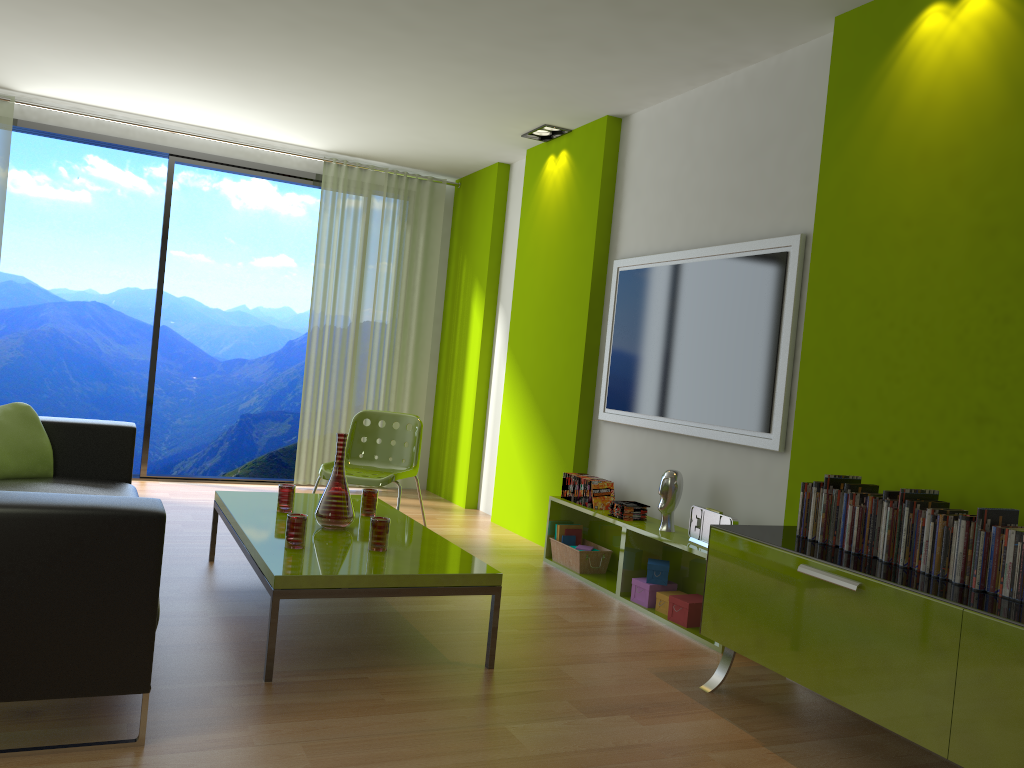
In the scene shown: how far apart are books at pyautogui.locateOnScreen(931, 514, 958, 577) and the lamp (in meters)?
3.77

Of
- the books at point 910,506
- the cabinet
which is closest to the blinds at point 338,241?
the cabinet

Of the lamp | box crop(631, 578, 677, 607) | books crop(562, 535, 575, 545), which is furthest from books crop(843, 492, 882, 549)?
the lamp

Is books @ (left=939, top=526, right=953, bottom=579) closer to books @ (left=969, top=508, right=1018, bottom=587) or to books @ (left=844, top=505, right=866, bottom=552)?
books @ (left=969, top=508, right=1018, bottom=587)

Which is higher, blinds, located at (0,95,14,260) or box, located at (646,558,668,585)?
blinds, located at (0,95,14,260)

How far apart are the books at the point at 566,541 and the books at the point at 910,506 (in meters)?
2.46

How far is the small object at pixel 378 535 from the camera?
3.3 meters

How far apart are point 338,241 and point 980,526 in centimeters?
541cm

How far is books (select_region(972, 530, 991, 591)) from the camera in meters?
2.5 m

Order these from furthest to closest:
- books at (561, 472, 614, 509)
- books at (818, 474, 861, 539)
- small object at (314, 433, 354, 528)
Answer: books at (561, 472, 614, 509) → small object at (314, 433, 354, 528) → books at (818, 474, 861, 539)
